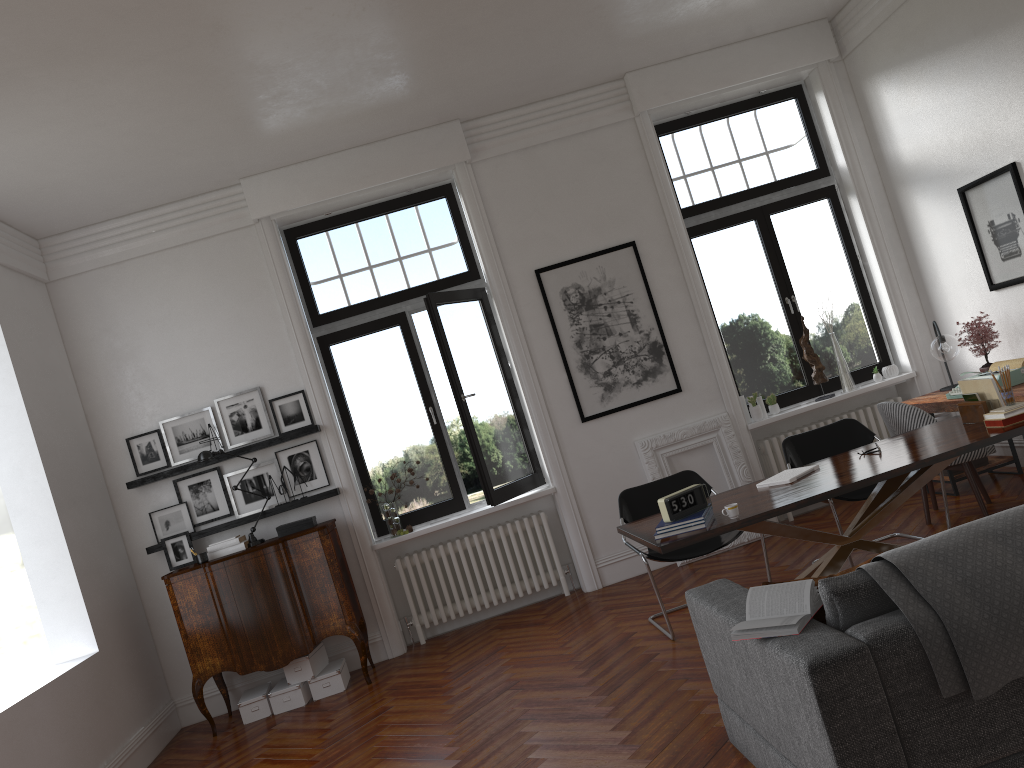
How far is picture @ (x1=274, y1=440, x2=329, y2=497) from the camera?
7.05m

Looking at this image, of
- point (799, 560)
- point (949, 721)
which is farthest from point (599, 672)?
point (949, 721)

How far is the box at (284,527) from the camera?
6.7 meters

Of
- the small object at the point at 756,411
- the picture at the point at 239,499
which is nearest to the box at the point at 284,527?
the picture at the point at 239,499

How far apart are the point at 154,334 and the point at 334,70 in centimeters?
272cm

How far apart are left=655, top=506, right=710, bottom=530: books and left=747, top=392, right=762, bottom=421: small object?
3.2 meters

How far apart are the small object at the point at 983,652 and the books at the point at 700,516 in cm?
152

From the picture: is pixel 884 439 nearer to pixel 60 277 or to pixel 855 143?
pixel 855 143

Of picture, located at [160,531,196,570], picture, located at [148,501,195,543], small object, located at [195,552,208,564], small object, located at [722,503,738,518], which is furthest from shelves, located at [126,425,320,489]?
small object, located at [722,503,738,518]

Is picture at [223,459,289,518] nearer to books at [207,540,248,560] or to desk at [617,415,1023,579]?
books at [207,540,248,560]
